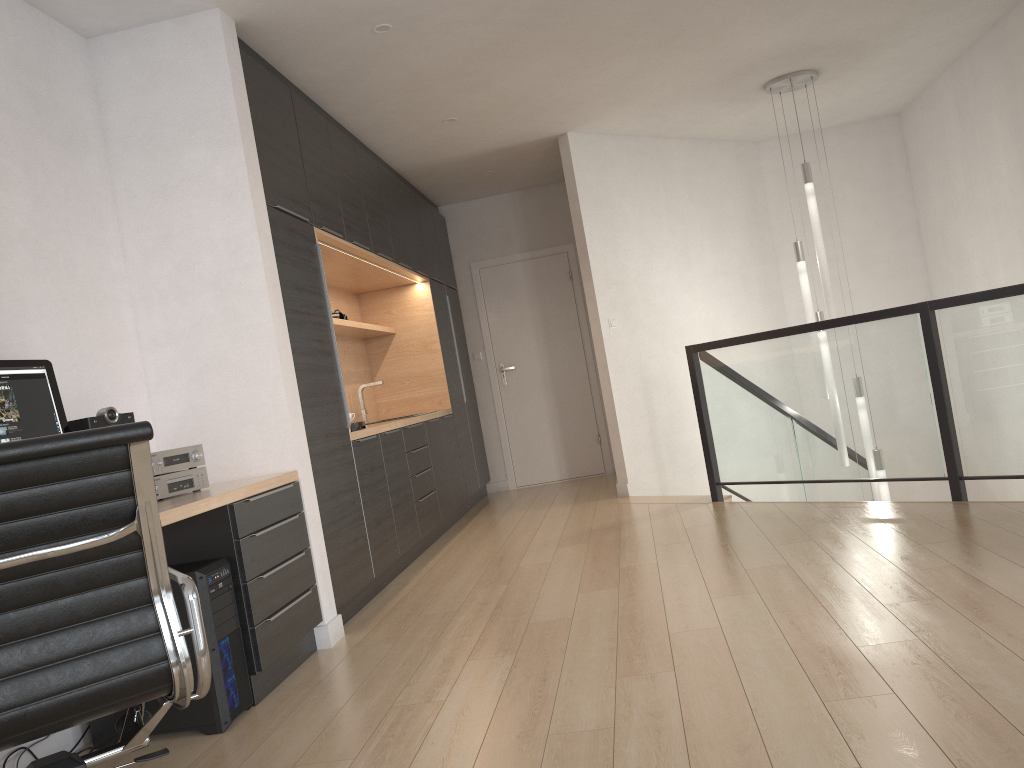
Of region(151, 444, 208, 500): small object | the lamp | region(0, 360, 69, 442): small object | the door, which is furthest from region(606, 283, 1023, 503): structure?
region(0, 360, 69, 442): small object

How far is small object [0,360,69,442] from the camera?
2.7 meters

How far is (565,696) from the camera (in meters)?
2.64

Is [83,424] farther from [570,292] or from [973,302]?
[570,292]

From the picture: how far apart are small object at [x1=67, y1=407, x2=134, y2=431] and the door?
5.21m

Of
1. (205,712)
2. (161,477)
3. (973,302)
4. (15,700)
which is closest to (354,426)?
(161,477)

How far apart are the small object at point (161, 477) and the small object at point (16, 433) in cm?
34

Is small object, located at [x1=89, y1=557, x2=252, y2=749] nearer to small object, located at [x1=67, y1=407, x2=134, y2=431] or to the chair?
small object, located at [x1=67, y1=407, x2=134, y2=431]

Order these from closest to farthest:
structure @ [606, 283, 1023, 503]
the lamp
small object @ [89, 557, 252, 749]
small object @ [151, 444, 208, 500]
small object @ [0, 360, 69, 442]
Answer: small object @ [0, 360, 69, 442]
small object @ [89, 557, 252, 749]
small object @ [151, 444, 208, 500]
structure @ [606, 283, 1023, 503]
the lamp

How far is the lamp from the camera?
6.0 meters
